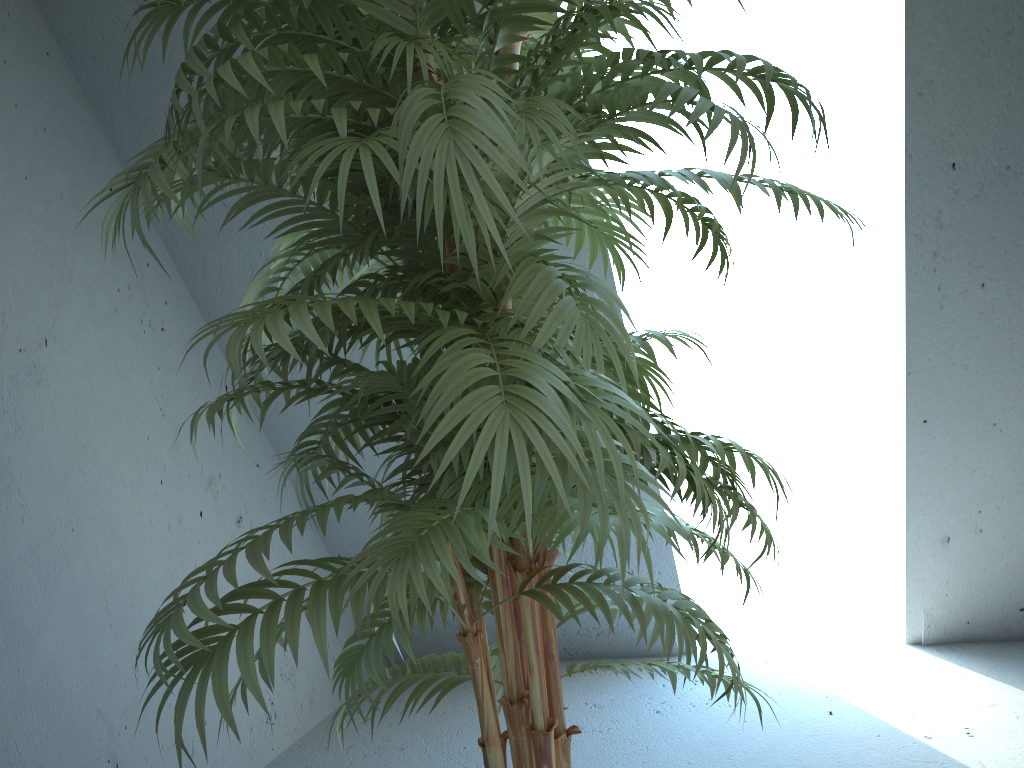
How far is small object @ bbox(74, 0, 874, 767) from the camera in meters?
0.8

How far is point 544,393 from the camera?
0.8m

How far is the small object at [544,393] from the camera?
0.8m

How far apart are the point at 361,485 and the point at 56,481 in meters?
1.0
